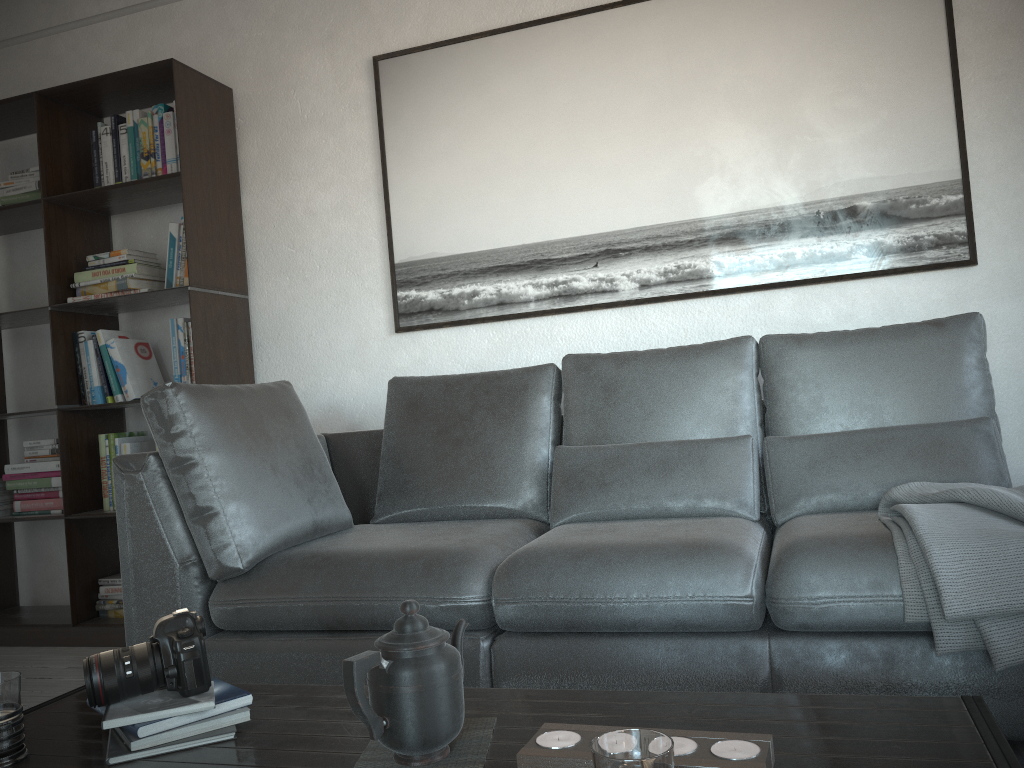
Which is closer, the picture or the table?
the table

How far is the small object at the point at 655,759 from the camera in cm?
78

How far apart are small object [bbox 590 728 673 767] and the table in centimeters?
25cm

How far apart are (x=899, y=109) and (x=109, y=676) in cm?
266

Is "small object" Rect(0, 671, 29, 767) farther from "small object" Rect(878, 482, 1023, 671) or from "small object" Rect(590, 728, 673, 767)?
"small object" Rect(878, 482, 1023, 671)

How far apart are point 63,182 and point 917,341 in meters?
3.1

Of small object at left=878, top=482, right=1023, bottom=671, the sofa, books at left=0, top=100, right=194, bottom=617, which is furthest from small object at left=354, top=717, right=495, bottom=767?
books at left=0, top=100, right=194, bottom=617

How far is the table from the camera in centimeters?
102cm

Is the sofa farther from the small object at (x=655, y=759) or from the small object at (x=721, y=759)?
the small object at (x=655, y=759)

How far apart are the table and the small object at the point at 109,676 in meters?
0.1
